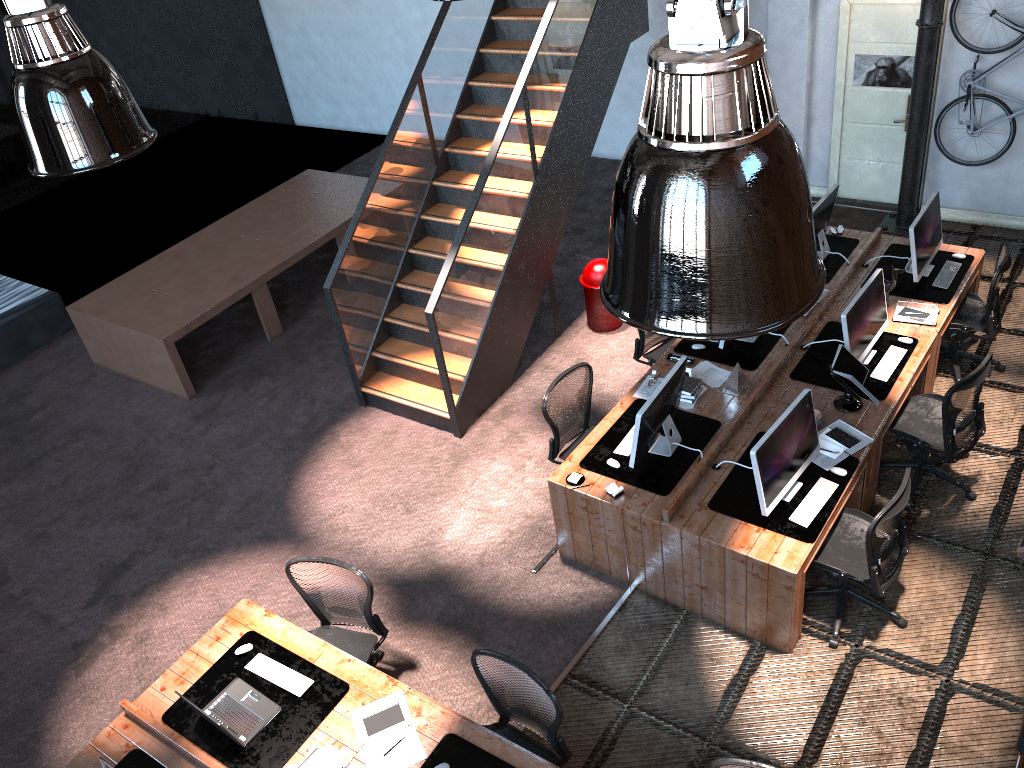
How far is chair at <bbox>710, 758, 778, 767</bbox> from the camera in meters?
3.9

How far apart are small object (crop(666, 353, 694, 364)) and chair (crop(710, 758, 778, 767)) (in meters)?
3.50

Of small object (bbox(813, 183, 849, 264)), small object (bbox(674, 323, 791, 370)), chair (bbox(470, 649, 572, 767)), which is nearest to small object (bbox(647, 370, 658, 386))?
small object (bbox(674, 323, 791, 370))

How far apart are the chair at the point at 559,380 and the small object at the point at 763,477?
1.63m

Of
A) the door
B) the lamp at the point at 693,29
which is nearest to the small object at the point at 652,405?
the lamp at the point at 693,29

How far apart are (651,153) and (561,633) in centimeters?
475cm

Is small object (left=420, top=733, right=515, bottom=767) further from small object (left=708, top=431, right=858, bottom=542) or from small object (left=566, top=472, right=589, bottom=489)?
small object (left=708, top=431, right=858, bottom=542)

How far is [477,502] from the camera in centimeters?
701cm

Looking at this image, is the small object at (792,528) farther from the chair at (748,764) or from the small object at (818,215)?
the small object at (818,215)

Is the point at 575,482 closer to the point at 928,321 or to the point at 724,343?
the point at 724,343
